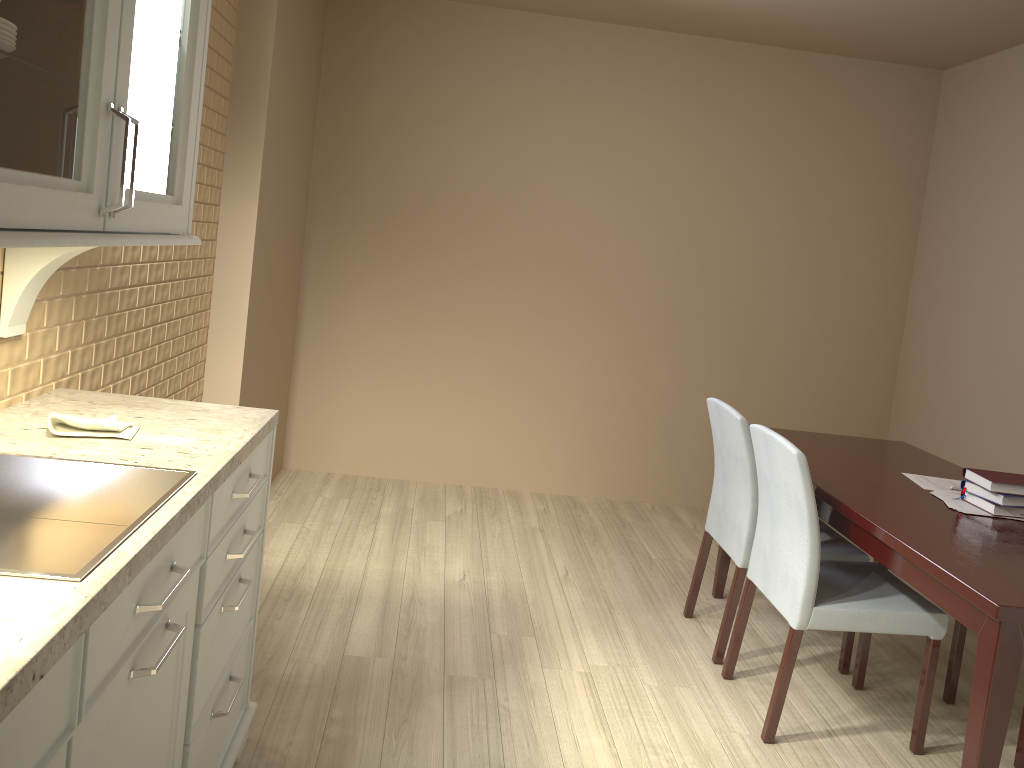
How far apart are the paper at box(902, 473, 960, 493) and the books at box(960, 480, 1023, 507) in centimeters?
19cm

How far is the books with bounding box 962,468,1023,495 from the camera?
2.48m

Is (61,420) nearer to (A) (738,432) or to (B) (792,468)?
(B) (792,468)

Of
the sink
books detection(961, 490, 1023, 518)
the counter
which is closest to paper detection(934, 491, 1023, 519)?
books detection(961, 490, 1023, 518)

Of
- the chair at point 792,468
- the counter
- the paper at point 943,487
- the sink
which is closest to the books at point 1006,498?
the paper at point 943,487

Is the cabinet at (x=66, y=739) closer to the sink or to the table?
the sink

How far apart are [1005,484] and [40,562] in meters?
2.4 m

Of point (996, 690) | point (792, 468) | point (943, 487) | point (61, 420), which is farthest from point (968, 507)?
point (61, 420)

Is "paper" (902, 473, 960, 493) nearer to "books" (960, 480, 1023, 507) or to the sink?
"books" (960, 480, 1023, 507)

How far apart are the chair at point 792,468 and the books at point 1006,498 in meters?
0.3 m
